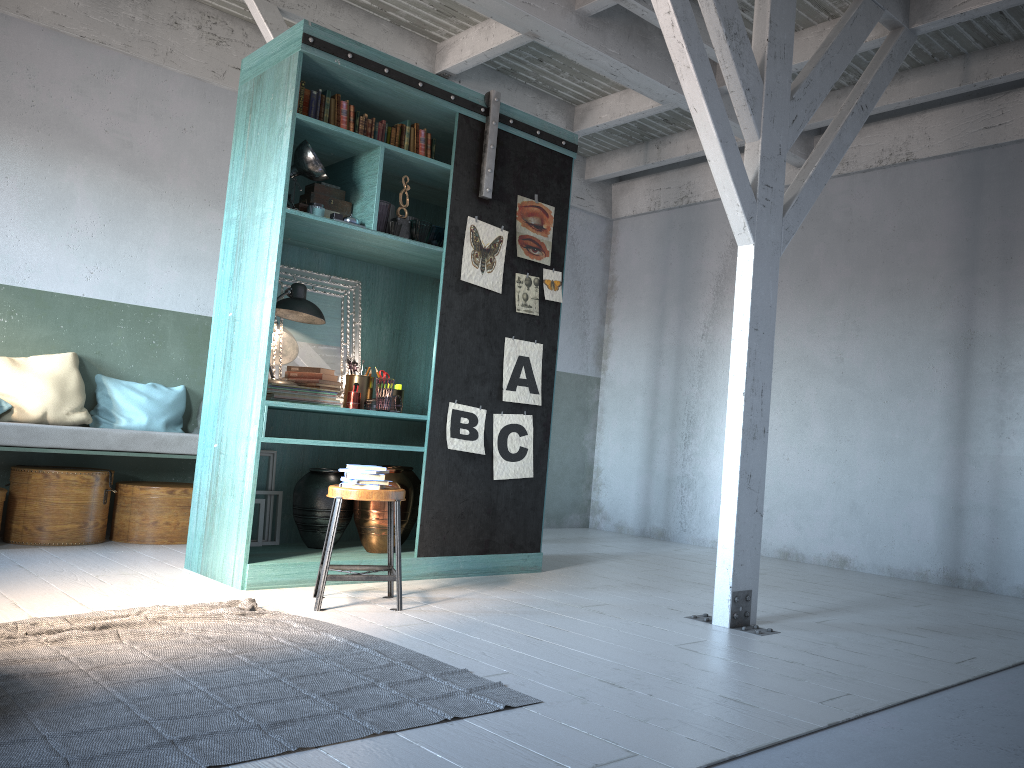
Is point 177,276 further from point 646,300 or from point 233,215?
point 646,300

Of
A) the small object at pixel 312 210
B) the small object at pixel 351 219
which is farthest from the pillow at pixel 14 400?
the small object at pixel 351 219

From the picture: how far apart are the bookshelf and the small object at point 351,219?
0.1 meters

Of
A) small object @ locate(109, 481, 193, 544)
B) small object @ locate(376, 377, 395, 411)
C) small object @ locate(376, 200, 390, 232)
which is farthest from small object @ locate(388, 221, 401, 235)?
small object @ locate(109, 481, 193, 544)

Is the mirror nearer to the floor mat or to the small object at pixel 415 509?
the small object at pixel 415 509

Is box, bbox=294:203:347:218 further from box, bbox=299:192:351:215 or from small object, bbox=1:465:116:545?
small object, bbox=1:465:116:545

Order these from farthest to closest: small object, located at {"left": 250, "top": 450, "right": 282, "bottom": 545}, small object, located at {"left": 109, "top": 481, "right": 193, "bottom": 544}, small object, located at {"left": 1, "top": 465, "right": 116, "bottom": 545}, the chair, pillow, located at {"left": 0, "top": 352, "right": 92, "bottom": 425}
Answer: small object, located at {"left": 109, "top": 481, "right": 193, "bottom": 544}
pillow, located at {"left": 0, "top": 352, "right": 92, "bottom": 425}
small object, located at {"left": 1, "top": 465, "right": 116, "bottom": 545}
small object, located at {"left": 250, "top": 450, "right": 282, "bottom": 545}
the chair

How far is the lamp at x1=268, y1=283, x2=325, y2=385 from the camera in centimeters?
586cm

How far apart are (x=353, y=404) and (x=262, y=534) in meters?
1.1 m

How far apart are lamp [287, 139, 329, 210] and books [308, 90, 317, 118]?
0.3 meters
